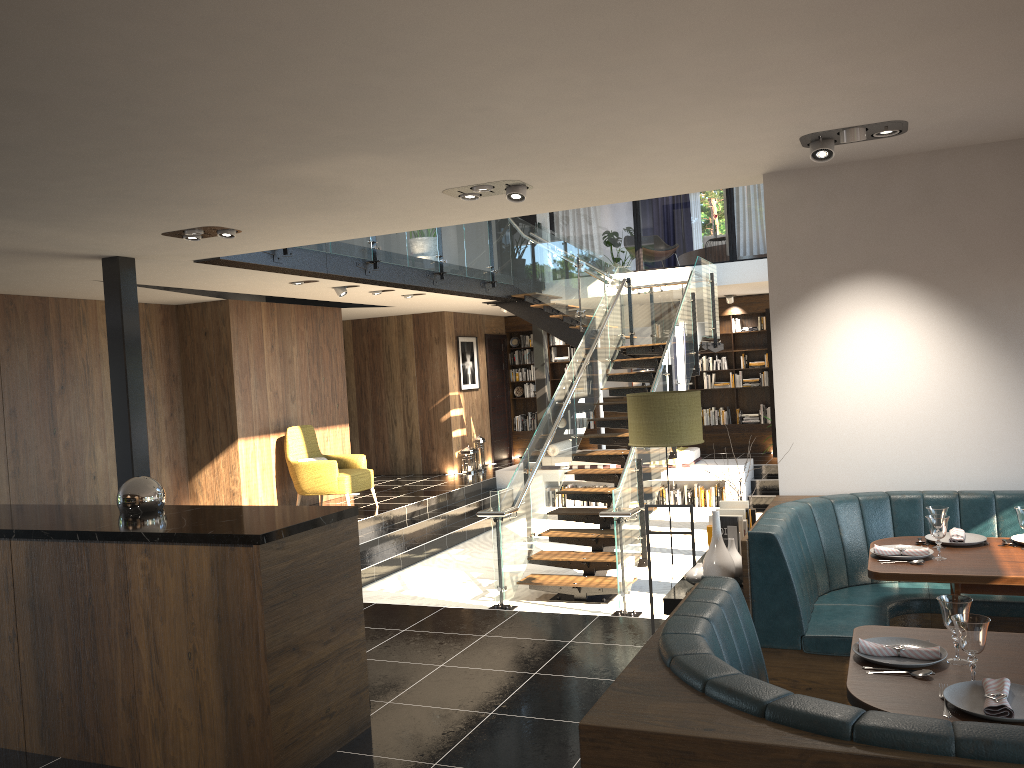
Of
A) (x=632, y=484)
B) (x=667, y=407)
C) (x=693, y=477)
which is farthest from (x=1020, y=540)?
(x=693, y=477)

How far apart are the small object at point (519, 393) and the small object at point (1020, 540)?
12.9 meters

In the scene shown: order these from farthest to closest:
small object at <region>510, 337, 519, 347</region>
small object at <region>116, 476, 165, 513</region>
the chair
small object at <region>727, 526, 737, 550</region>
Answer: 1. small object at <region>510, 337, 519, 347</region>
2. the chair
3. small object at <region>727, 526, 737, 550</region>
4. small object at <region>116, 476, 165, 513</region>

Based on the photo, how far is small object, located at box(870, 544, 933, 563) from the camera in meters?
4.0 m

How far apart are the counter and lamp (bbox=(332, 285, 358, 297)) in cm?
546

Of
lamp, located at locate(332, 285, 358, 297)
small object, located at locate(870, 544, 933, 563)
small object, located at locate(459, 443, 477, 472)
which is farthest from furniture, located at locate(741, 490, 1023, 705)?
small object, located at locate(459, 443, 477, 472)

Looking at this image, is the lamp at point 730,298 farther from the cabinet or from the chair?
the cabinet

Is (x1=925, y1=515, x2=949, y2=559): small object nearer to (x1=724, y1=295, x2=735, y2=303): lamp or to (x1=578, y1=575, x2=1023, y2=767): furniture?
(x1=578, y1=575, x2=1023, y2=767): furniture

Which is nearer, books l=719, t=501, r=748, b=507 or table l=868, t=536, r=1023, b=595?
table l=868, t=536, r=1023, b=595

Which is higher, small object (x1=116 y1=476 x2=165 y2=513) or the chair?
small object (x1=116 y1=476 x2=165 y2=513)
